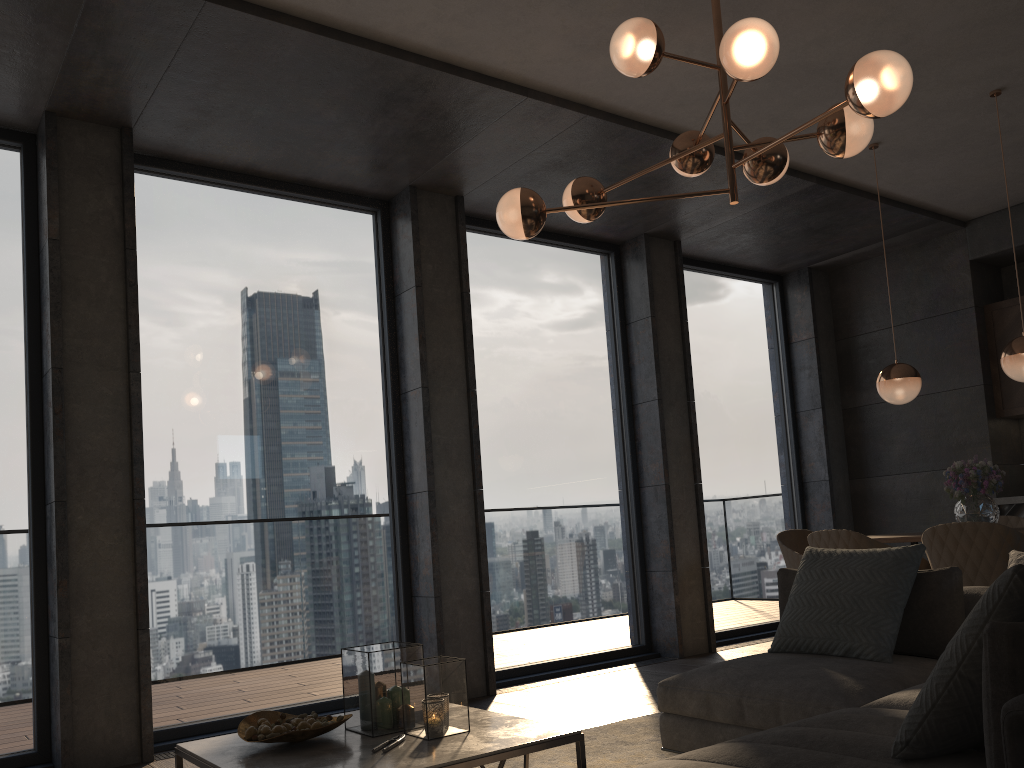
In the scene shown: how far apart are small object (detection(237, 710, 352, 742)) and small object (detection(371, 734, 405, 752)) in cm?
18

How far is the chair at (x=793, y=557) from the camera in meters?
5.3

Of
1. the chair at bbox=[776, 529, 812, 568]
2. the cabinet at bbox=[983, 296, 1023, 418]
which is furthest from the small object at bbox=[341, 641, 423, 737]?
the cabinet at bbox=[983, 296, 1023, 418]

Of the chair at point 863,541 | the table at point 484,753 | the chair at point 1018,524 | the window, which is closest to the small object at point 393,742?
the table at point 484,753

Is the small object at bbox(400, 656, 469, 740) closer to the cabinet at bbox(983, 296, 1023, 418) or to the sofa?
the sofa

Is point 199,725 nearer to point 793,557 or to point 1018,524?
point 793,557

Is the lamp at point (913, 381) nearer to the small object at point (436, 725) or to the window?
the window

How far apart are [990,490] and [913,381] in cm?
72

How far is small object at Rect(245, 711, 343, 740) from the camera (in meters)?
2.55

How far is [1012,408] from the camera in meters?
6.6 m
